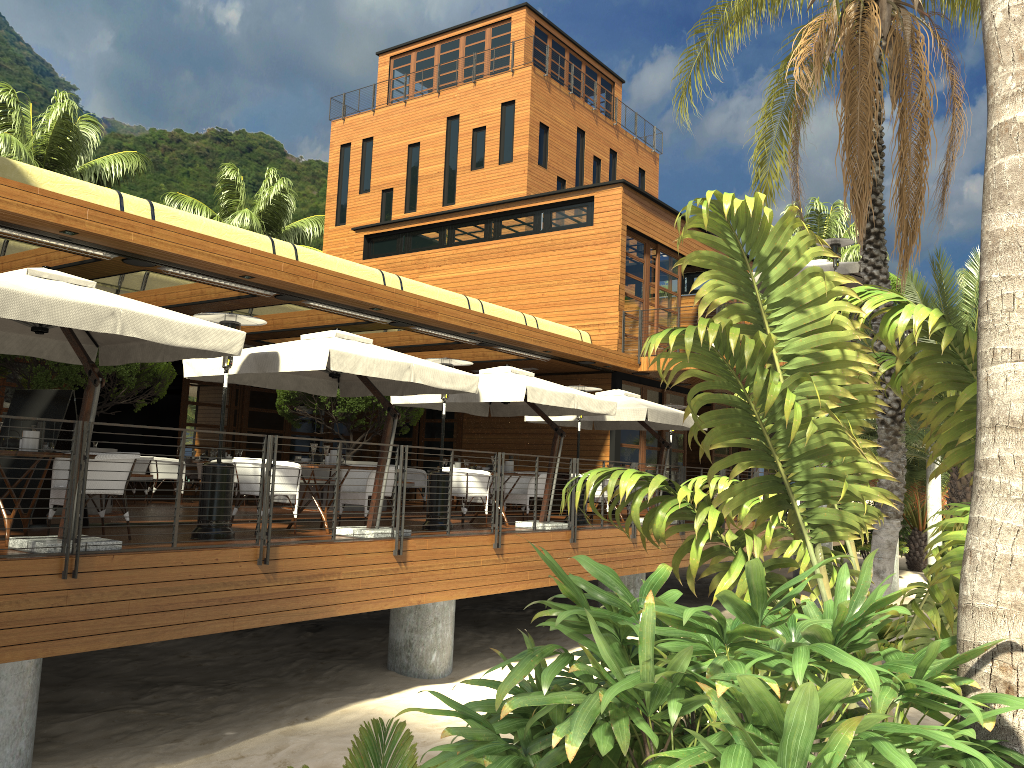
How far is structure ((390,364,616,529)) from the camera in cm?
1149

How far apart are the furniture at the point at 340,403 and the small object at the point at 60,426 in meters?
5.7 m

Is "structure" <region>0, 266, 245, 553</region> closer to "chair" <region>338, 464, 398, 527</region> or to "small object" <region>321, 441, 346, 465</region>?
"small object" <region>321, 441, 346, 465</region>

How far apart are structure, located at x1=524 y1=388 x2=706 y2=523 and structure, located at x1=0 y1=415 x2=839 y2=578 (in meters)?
0.56

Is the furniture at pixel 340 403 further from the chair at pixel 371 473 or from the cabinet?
the chair at pixel 371 473

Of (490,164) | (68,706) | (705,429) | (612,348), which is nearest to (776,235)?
(68,706)

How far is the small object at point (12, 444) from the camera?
7.43m

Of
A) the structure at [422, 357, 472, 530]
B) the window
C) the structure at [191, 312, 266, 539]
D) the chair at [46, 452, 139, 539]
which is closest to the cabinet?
the window

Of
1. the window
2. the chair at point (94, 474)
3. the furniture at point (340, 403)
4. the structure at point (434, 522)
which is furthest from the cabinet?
the chair at point (94, 474)

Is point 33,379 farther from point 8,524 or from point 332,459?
point 8,524
